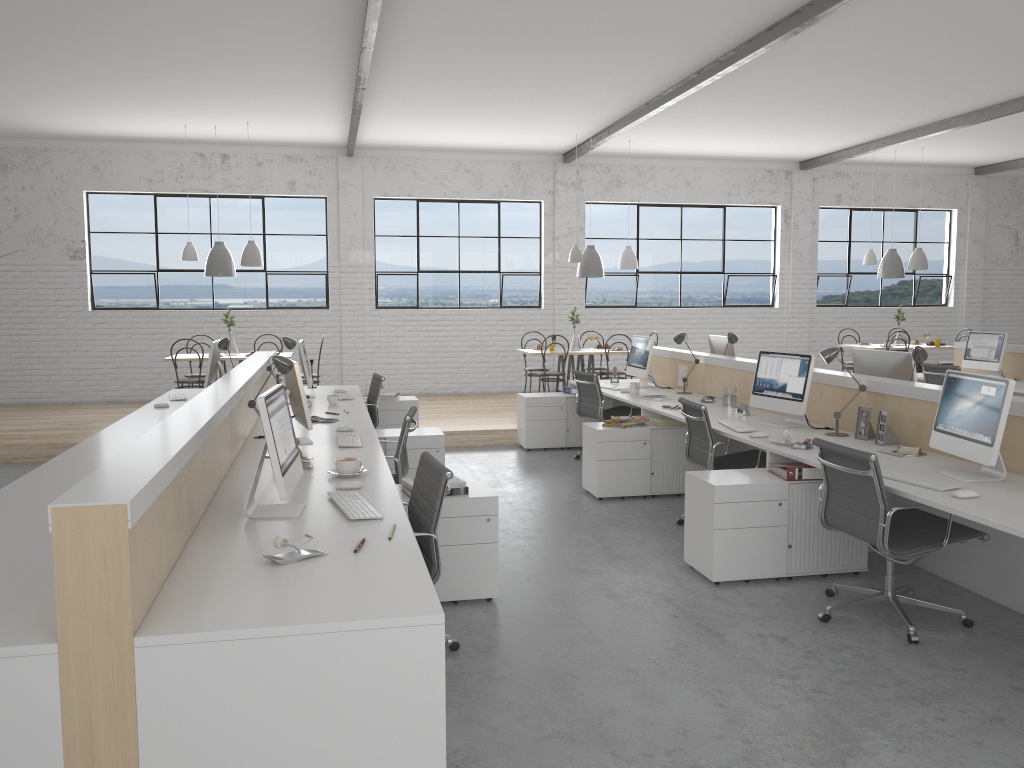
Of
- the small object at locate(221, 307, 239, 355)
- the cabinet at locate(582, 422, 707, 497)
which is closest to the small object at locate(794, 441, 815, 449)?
the cabinet at locate(582, 422, 707, 497)

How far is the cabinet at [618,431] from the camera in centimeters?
494cm

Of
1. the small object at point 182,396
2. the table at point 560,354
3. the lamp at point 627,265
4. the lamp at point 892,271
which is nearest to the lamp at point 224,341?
the small object at point 182,396

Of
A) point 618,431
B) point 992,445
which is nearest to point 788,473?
point 992,445

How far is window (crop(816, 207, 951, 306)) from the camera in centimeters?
1028cm

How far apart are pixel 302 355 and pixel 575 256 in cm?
330

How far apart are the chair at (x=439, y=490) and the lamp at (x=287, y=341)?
2.7 meters

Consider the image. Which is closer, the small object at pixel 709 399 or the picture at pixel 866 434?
the picture at pixel 866 434

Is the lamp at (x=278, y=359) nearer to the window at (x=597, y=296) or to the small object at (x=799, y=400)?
the small object at (x=799, y=400)

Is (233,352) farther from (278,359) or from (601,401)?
(278,359)
